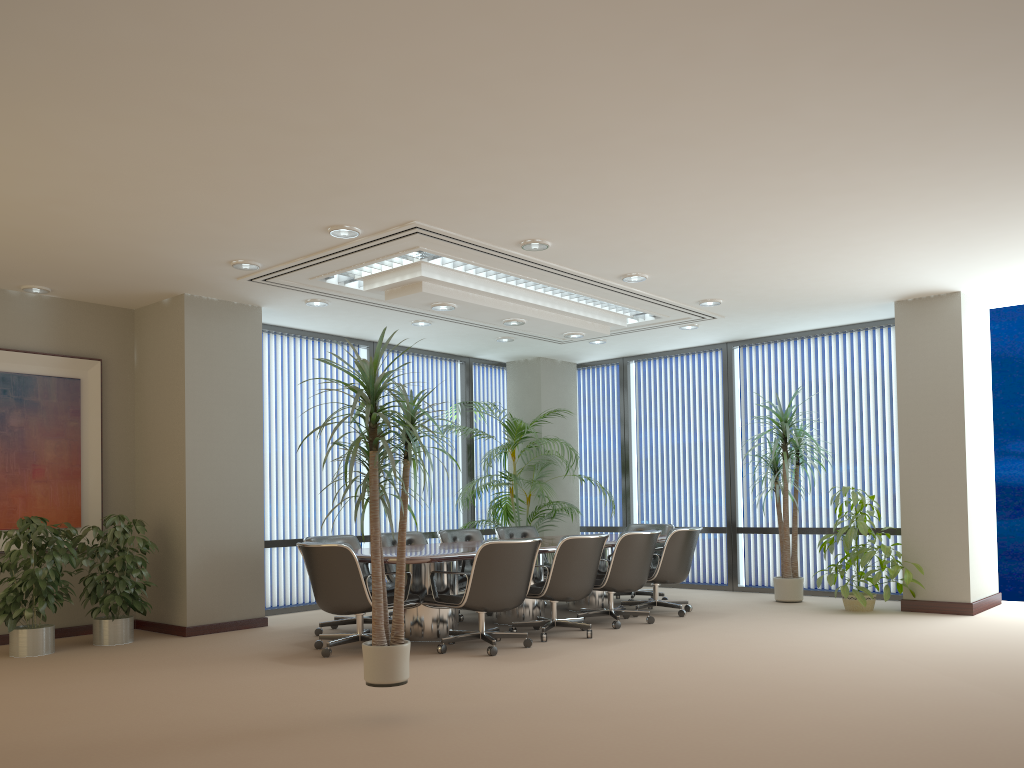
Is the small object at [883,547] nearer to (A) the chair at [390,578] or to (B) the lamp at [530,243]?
(A) the chair at [390,578]

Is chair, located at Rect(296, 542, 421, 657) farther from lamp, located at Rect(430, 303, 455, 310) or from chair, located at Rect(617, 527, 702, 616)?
chair, located at Rect(617, 527, 702, 616)

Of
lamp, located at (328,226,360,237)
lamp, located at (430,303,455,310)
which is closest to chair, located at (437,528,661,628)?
lamp, located at (430,303,455,310)

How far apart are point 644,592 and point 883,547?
2.5 meters

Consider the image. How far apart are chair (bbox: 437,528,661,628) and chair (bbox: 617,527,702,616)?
0.2m

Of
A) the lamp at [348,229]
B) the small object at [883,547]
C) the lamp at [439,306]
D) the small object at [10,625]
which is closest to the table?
the small object at [883,547]

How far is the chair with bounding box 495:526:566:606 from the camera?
9.69m

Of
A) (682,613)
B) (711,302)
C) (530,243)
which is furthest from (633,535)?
(530,243)

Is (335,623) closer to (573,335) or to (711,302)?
(573,335)

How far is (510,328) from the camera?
9.8m
